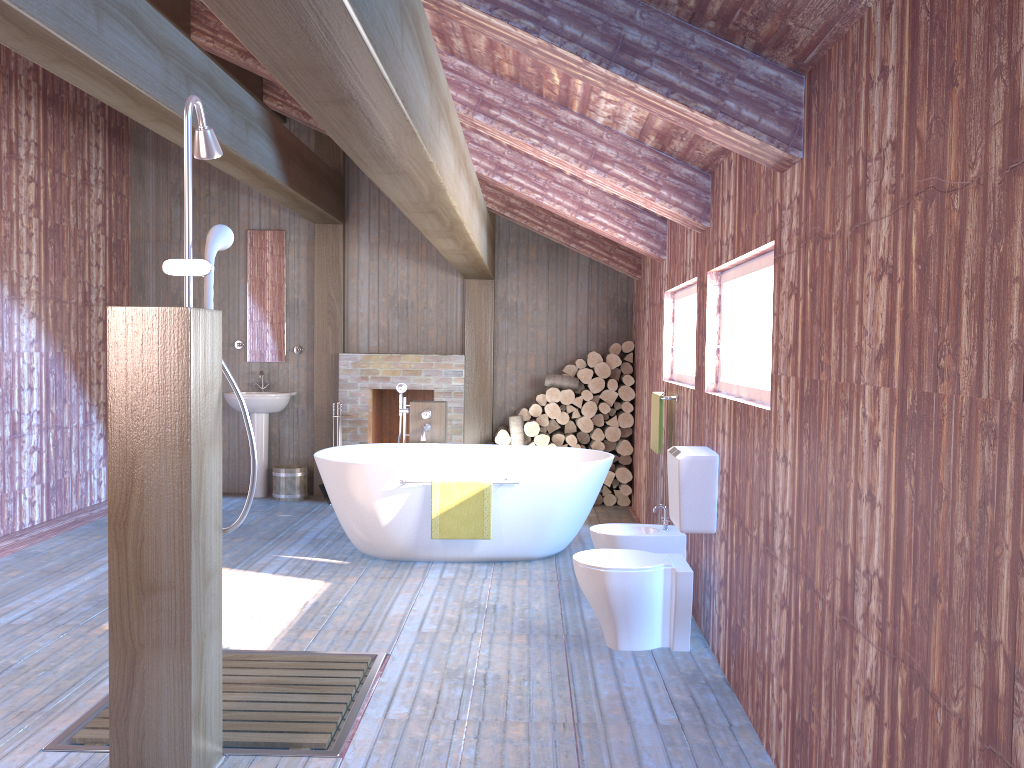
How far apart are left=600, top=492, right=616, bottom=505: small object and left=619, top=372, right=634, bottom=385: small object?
1.0m

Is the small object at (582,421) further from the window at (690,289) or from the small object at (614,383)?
the window at (690,289)

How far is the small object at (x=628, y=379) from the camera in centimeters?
758cm

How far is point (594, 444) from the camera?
7.65m

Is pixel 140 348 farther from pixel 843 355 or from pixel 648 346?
pixel 648 346

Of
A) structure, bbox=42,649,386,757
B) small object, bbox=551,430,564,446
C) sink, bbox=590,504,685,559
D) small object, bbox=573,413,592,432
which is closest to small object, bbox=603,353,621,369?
small object, bbox=573,413,592,432

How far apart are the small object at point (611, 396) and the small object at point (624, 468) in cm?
57

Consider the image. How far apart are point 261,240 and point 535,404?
2.92m

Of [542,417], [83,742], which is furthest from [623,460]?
[83,742]

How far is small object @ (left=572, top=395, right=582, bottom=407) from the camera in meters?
A: 7.6 m
